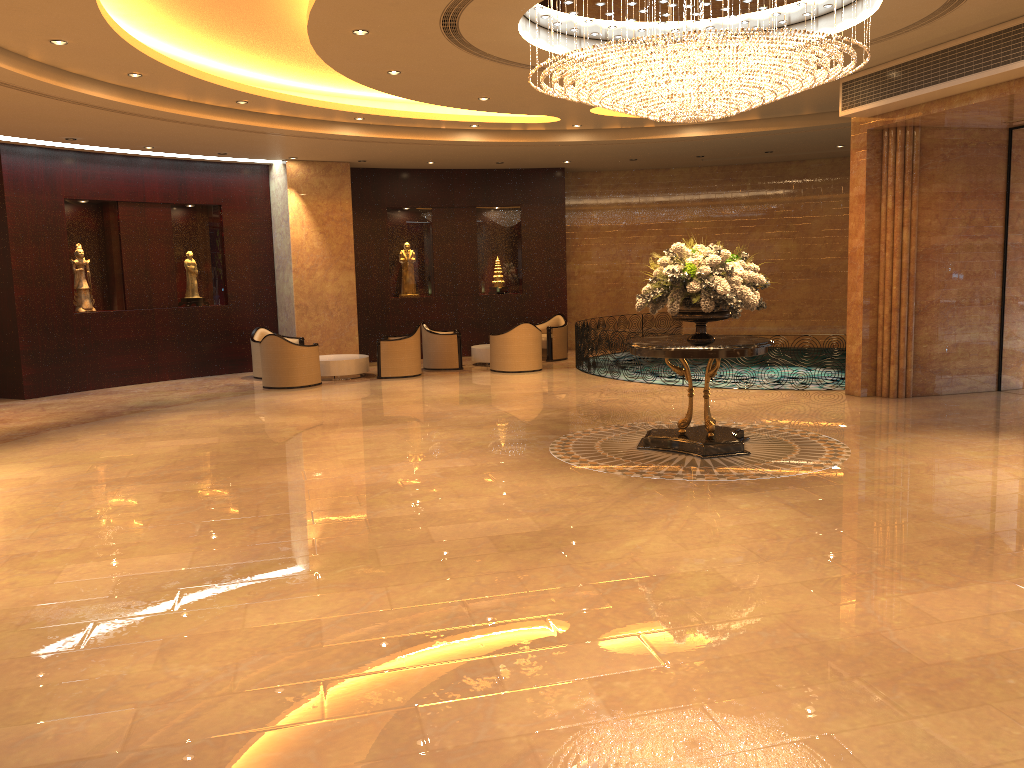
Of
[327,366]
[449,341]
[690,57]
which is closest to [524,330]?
[449,341]

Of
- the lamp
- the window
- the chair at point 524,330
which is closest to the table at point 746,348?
the lamp

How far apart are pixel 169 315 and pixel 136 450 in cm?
705

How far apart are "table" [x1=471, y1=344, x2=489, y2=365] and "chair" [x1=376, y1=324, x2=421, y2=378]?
1.7m

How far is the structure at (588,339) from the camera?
15.4 meters

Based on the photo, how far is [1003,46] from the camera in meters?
8.9 m

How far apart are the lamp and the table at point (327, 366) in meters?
7.5

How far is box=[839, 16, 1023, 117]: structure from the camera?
8.9 meters

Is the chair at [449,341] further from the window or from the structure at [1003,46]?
the window

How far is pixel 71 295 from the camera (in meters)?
14.67
